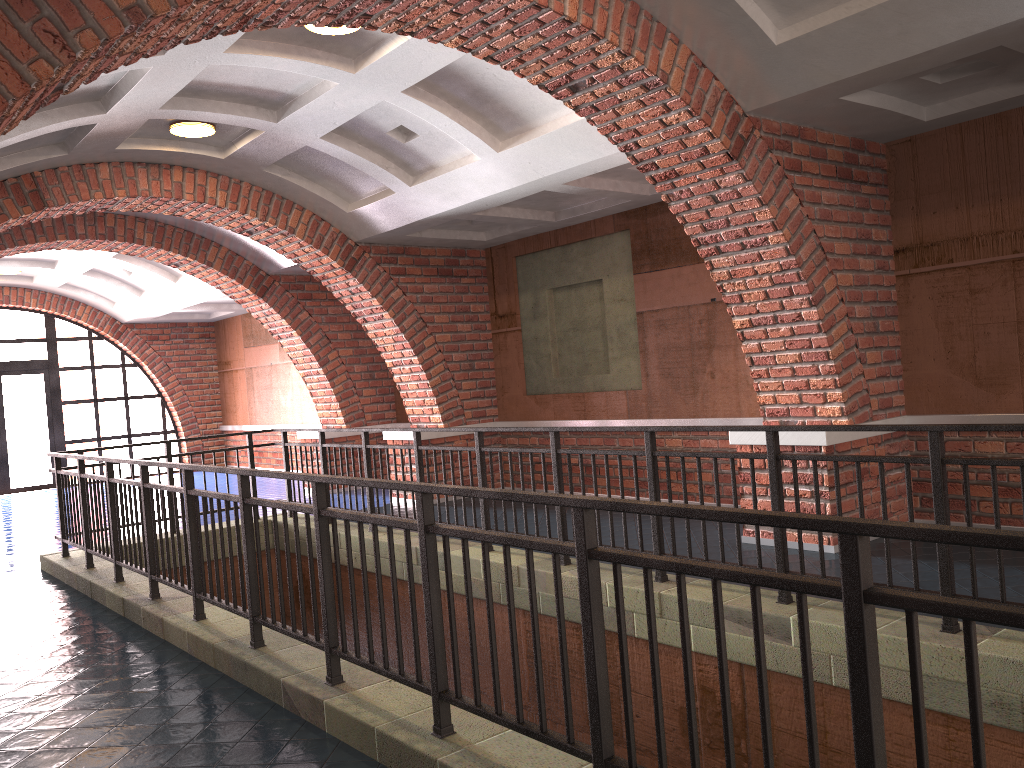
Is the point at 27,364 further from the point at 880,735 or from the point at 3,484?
the point at 880,735

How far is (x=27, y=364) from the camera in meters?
16.3 m

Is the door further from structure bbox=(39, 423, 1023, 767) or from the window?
structure bbox=(39, 423, 1023, 767)

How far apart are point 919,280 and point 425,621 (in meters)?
5.18

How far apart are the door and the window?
0.1m

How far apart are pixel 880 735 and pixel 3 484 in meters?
17.3 m

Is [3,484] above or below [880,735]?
below

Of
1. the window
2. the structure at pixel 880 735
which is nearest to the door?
the window

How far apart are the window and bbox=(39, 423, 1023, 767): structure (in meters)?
9.26

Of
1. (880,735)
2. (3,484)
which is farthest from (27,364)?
(880,735)
